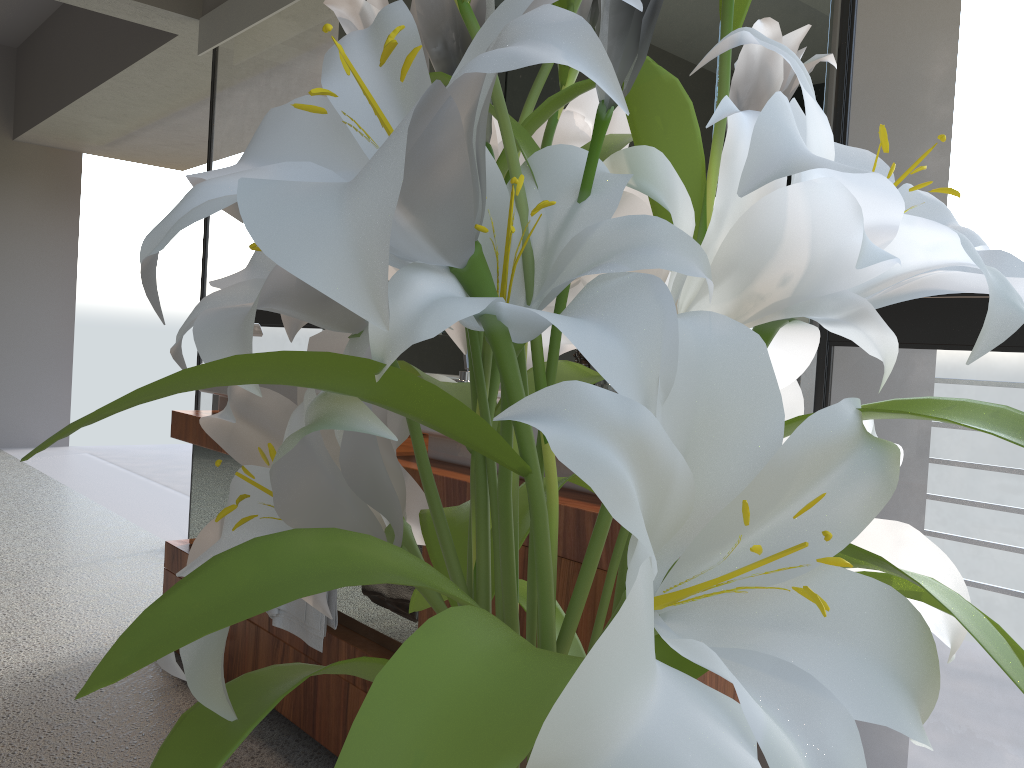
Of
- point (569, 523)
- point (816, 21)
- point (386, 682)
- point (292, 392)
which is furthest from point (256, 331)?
point (386, 682)

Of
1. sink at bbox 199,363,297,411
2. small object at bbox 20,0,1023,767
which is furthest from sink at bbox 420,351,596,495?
small object at bbox 20,0,1023,767

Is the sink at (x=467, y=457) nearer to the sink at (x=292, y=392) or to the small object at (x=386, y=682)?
the sink at (x=292, y=392)

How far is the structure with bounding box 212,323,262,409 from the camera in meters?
2.7

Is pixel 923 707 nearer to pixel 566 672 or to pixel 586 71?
pixel 566 672

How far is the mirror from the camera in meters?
1.6

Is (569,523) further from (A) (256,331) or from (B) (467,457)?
(A) (256,331)

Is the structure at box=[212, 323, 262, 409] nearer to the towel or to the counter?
the counter

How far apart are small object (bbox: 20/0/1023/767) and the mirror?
1.17m

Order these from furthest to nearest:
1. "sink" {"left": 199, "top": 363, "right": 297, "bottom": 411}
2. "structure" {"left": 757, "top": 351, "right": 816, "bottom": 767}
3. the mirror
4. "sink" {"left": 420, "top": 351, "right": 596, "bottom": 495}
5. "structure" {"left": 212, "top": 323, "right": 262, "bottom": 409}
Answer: "structure" {"left": 212, "top": 323, "right": 262, "bottom": 409} < "sink" {"left": 199, "top": 363, "right": 297, "bottom": 411} < "sink" {"left": 420, "top": 351, "right": 596, "bottom": 495} < the mirror < "structure" {"left": 757, "top": 351, "right": 816, "bottom": 767}
